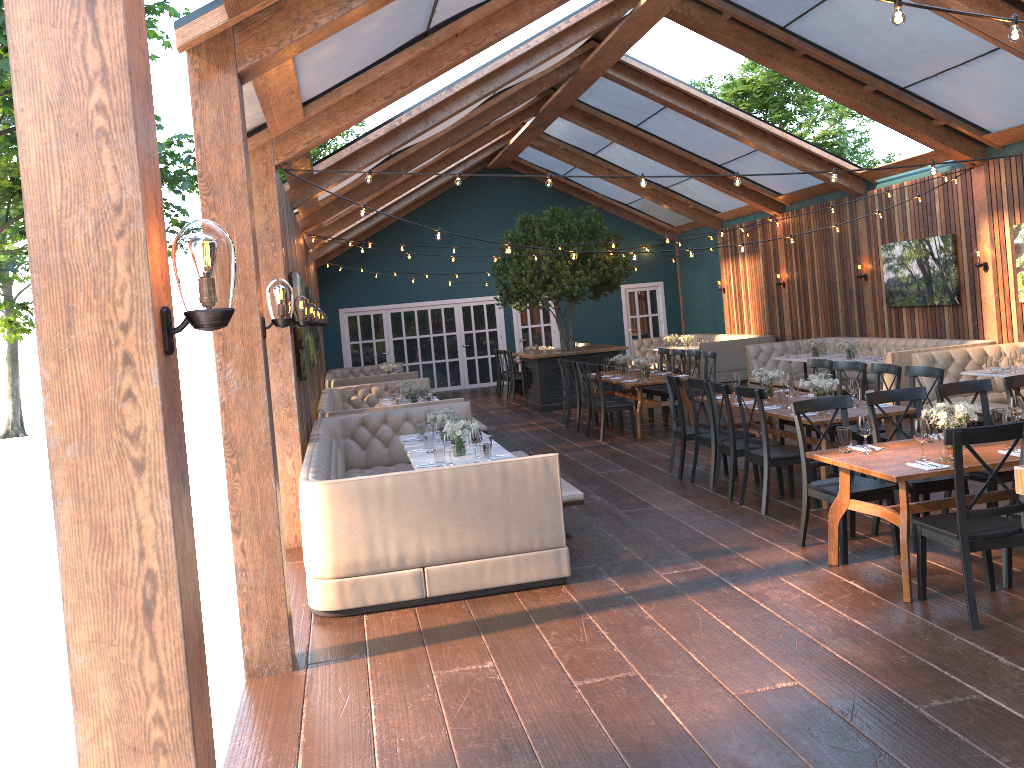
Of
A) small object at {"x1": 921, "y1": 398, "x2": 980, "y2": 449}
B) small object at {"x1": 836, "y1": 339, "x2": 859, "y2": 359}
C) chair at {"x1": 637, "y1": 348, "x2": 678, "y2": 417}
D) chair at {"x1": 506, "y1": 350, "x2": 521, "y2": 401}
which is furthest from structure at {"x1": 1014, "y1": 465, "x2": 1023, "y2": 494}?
chair at {"x1": 506, "y1": 350, "x2": 521, "y2": 401}

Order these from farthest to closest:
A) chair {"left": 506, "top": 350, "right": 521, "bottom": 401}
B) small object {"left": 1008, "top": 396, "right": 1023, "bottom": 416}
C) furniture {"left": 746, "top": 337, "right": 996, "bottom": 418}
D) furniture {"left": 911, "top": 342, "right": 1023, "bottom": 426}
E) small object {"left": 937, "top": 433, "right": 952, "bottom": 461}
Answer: chair {"left": 506, "top": 350, "right": 521, "bottom": 401}, furniture {"left": 746, "top": 337, "right": 996, "bottom": 418}, furniture {"left": 911, "top": 342, "right": 1023, "bottom": 426}, small object {"left": 1008, "top": 396, "right": 1023, "bottom": 416}, small object {"left": 937, "top": 433, "right": 952, "bottom": 461}

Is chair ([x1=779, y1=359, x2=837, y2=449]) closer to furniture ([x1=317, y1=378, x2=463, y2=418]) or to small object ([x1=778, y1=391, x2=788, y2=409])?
small object ([x1=778, y1=391, x2=788, y2=409])

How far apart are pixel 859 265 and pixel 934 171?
7.9m

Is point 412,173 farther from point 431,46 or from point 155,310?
point 155,310

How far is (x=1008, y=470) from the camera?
6.0 meters

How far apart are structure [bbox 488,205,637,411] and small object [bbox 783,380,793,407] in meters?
7.3

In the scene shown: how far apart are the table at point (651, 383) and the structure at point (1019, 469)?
9.1m

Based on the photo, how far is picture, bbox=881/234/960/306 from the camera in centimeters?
1248cm

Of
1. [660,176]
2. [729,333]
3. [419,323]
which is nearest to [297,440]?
[660,176]
